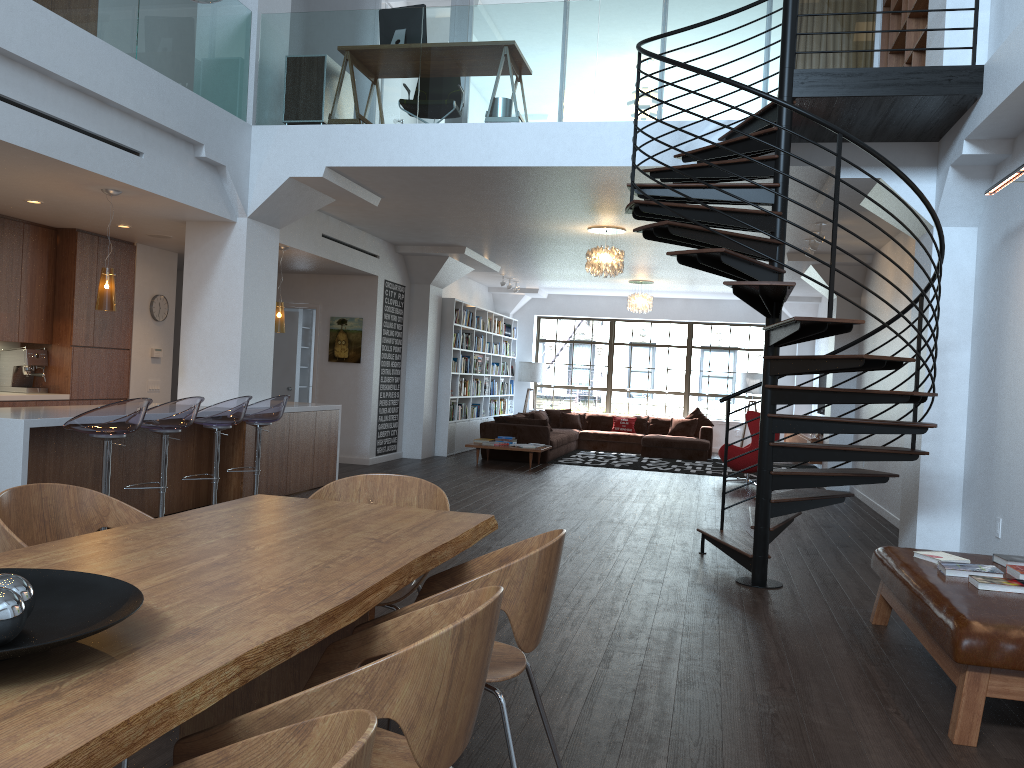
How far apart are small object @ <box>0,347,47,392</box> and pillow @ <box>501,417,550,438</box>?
6.7 meters

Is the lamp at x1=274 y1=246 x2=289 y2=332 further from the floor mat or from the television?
the television

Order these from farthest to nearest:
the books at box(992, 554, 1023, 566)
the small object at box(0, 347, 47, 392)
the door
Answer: the door, the small object at box(0, 347, 47, 392), the books at box(992, 554, 1023, 566)

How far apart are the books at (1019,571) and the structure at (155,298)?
8.71m

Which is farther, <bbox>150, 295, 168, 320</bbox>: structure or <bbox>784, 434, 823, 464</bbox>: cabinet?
<bbox>784, 434, 823, 464</bbox>: cabinet

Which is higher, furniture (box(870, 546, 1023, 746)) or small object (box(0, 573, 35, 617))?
small object (box(0, 573, 35, 617))

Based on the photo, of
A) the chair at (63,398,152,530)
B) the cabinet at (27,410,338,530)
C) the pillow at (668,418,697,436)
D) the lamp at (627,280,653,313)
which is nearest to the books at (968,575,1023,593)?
the chair at (63,398,152,530)

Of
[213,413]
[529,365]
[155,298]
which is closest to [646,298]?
[529,365]

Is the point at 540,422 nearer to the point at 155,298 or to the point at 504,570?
the point at 155,298

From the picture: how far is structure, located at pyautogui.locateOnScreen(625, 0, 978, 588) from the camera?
5.0m
